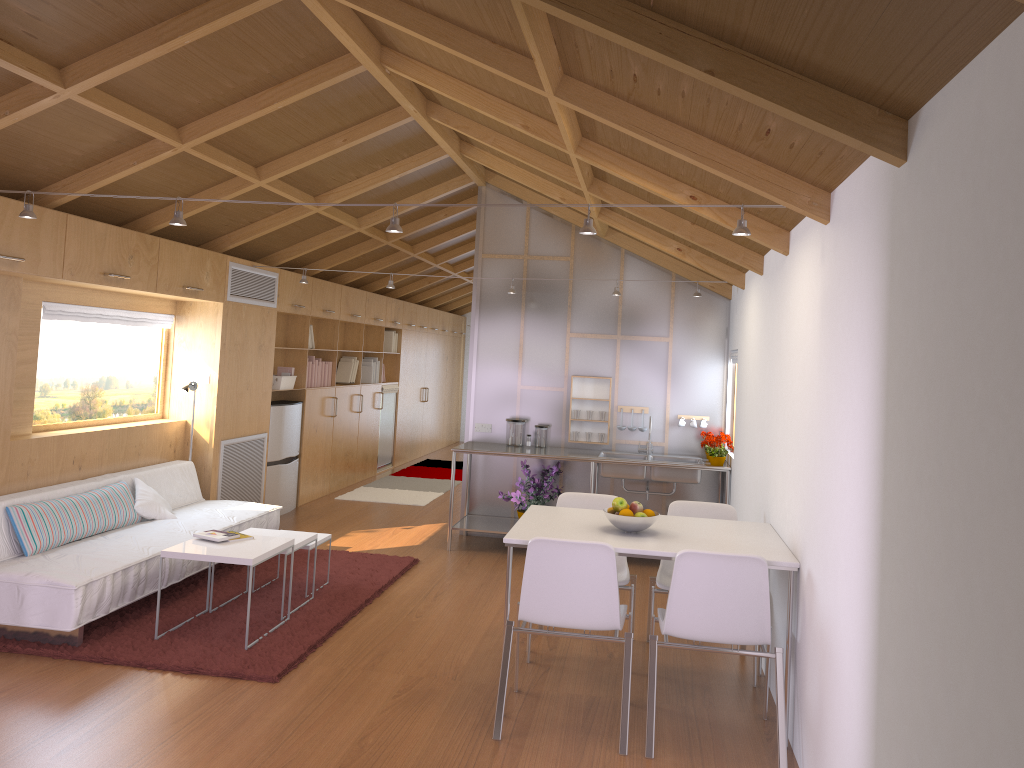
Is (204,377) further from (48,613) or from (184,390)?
(48,613)

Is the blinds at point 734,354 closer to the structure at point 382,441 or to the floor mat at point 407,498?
the floor mat at point 407,498

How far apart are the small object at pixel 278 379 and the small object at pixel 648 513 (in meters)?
4.69

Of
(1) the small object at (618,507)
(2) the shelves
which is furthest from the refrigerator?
(1) the small object at (618,507)

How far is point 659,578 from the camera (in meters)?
4.48

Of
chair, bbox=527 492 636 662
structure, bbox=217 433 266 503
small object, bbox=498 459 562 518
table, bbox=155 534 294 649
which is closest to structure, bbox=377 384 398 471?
structure, bbox=217 433 266 503

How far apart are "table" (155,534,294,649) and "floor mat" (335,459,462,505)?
4.10m

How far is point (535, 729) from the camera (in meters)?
3.70

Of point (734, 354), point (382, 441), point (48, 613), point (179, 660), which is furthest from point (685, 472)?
point (382, 441)

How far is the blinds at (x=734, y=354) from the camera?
6.7 meters
